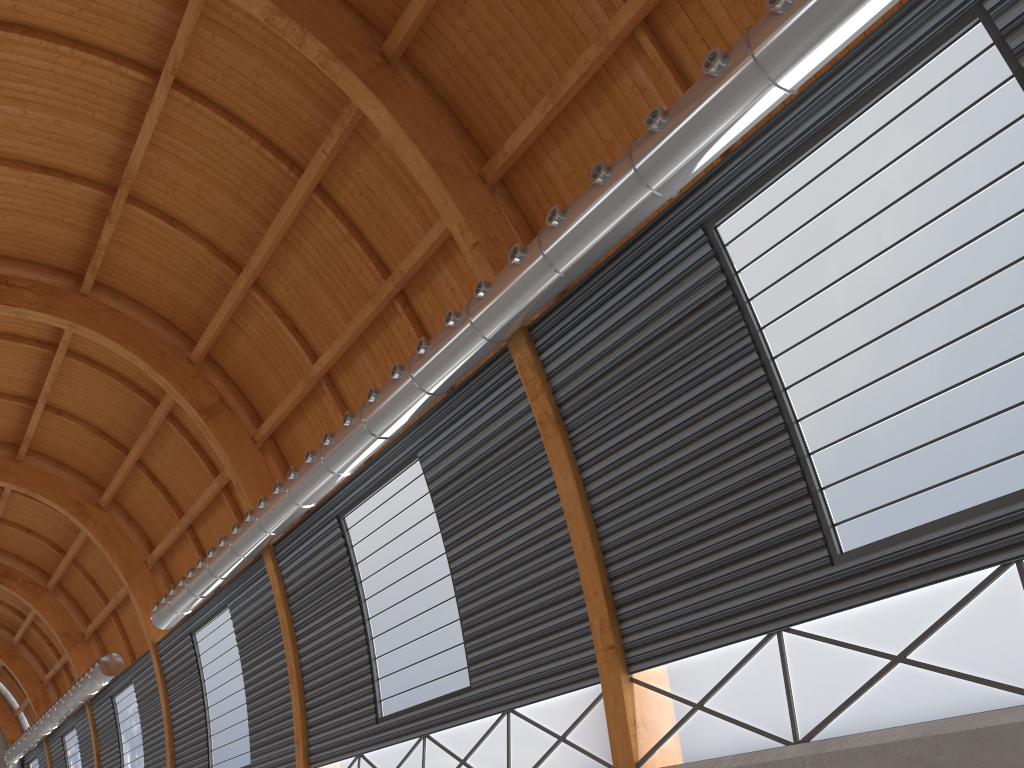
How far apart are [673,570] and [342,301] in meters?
15.6
